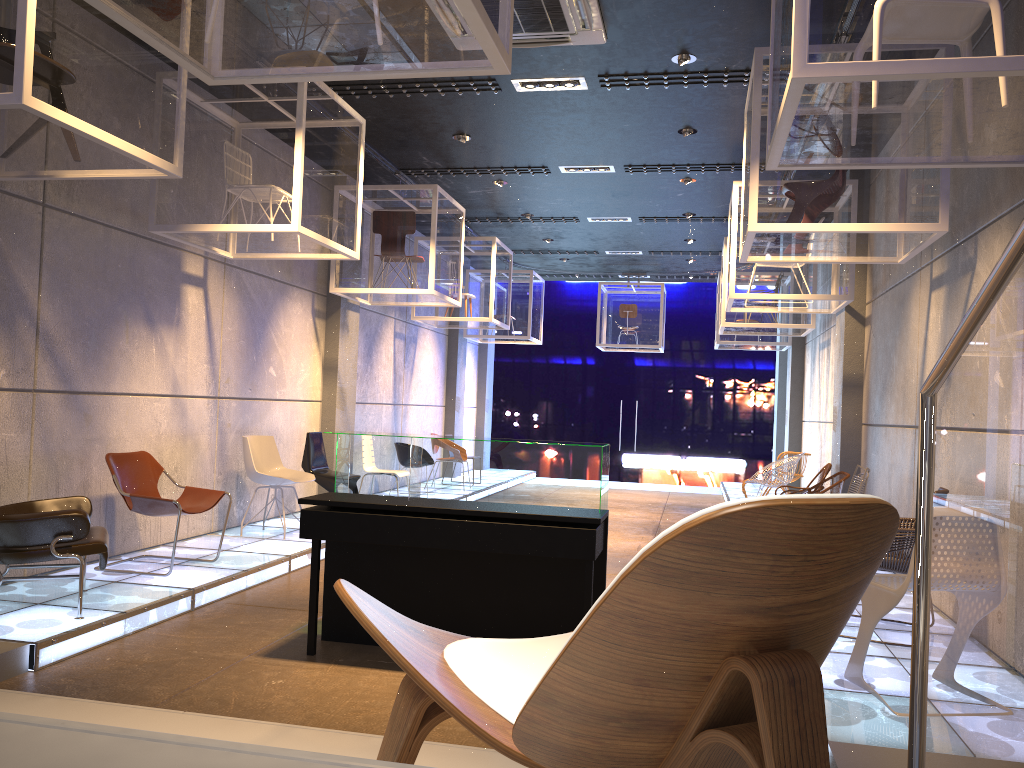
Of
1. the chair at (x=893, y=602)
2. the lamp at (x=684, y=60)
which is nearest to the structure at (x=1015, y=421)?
the chair at (x=893, y=602)

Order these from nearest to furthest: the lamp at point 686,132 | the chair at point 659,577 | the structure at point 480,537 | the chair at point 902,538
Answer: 1. the chair at point 659,577
2. the structure at point 480,537
3. the chair at point 902,538
4. the lamp at point 686,132

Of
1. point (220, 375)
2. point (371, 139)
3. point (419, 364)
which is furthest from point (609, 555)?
point (419, 364)

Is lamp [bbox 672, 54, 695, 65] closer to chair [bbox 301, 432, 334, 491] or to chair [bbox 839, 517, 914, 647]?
chair [bbox 839, 517, 914, 647]

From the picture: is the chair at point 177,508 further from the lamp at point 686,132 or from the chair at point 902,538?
the lamp at point 686,132

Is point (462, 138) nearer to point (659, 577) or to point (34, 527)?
point (34, 527)

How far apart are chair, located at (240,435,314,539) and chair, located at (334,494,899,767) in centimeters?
640cm

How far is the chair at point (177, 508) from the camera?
6.08m

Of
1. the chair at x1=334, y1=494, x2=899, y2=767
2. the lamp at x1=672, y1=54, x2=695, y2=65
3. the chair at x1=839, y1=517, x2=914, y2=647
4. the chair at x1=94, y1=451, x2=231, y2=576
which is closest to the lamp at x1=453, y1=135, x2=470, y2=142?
the lamp at x1=672, y1=54, x2=695, y2=65

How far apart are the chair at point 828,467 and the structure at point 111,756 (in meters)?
7.85
